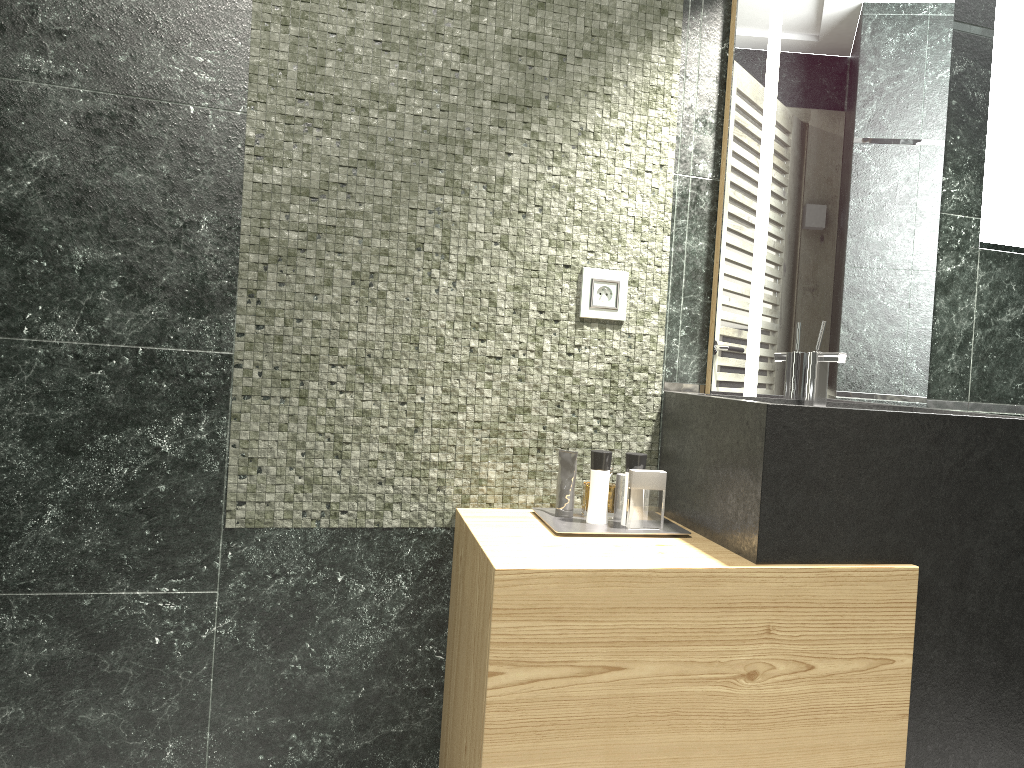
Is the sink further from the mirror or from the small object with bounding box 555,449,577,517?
the small object with bounding box 555,449,577,517

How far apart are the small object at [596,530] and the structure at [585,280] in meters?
0.5

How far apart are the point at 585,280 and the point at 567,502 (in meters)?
0.57

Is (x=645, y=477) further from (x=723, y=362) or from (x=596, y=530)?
(x=723, y=362)

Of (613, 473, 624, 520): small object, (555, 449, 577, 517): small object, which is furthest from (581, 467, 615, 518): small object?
(555, 449, 577, 517): small object

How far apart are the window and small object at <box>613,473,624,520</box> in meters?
7.6 m

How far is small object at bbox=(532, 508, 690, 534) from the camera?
2.0 meters

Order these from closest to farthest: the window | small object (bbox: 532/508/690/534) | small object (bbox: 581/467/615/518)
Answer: small object (bbox: 532/508/690/534)
the window
small object (bbox: 581/467/615/518)

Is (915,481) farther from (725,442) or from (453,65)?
(453,65)

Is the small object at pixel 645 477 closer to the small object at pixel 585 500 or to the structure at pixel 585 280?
the structure at pixel 585 280
